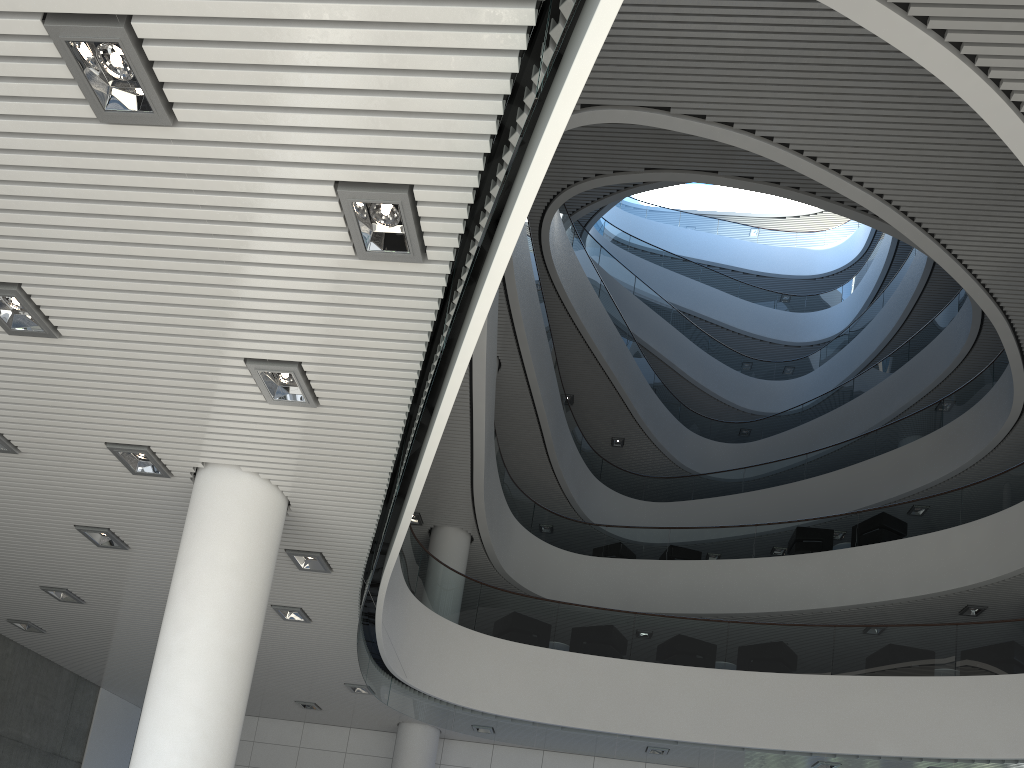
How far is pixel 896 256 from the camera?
→ 16.6 meters

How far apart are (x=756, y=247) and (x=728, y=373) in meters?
4.9 m
